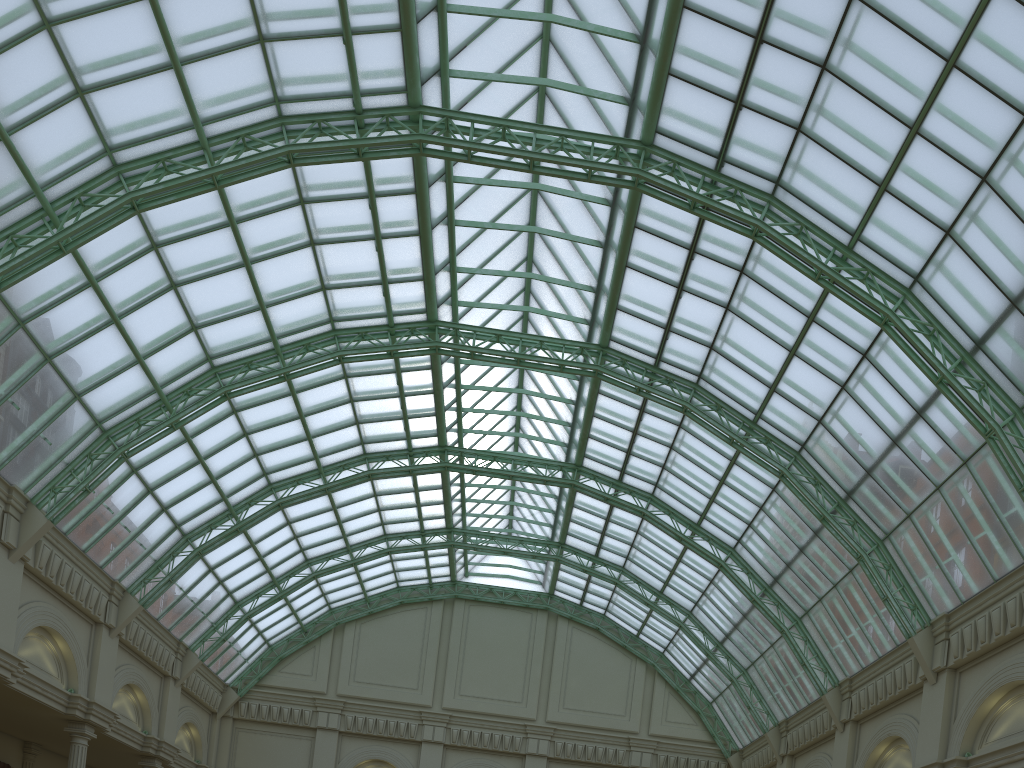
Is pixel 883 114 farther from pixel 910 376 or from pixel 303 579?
pixel 303 579
